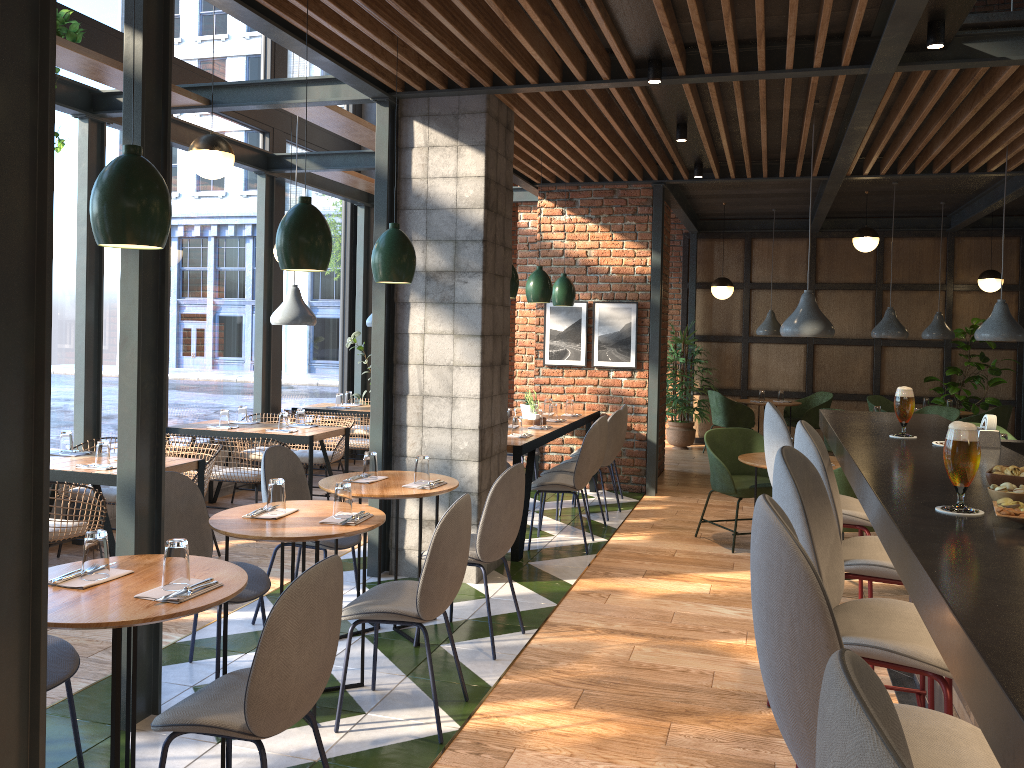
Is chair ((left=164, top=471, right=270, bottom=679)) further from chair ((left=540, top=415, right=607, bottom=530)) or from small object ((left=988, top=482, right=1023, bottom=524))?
chair ((left=540, top=415, right=607, bottom=530))

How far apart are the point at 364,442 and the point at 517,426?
2.3 meters

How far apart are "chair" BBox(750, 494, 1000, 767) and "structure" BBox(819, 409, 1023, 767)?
0.13m

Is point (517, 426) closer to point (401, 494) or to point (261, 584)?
point (401, 494)

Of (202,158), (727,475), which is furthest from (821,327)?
(202,158)

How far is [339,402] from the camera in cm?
880

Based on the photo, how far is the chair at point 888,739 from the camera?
0.7 meters

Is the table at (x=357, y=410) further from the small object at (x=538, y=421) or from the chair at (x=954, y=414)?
the chair at (x=954, y=414)

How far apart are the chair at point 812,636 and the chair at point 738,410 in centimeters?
932cm

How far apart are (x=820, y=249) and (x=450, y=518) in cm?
975
